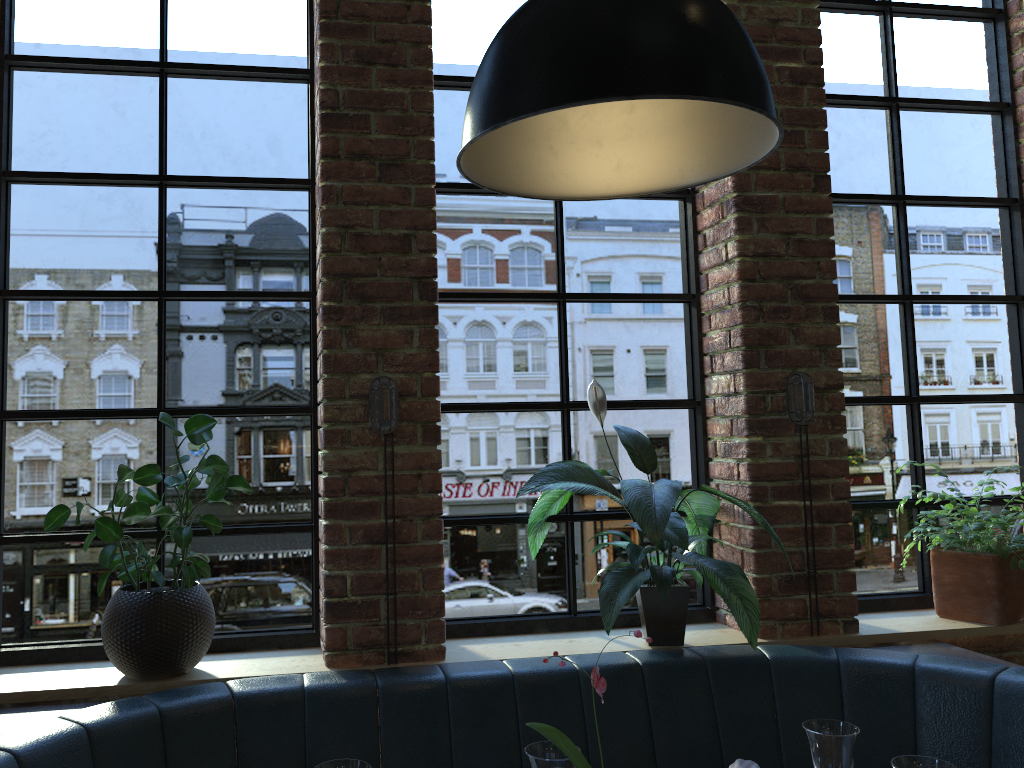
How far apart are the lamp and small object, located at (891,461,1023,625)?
1.65m

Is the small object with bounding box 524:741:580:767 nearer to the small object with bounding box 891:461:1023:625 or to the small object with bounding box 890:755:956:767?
the small object with bounding box 890:755:956:767

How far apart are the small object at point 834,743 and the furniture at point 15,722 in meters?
0.6

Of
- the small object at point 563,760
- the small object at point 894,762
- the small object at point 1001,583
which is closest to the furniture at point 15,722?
the small object at point 1001,583

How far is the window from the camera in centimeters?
243cm

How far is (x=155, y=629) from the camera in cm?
210

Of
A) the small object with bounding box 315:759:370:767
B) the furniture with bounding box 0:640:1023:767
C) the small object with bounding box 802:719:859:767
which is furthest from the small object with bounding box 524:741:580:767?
the furniture with bounding box 0:640:1023:767

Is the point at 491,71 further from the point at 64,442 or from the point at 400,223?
the point at 64,442

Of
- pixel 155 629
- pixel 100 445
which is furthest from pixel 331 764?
pixel 100 445

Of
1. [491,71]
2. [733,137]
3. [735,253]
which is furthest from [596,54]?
[735,253]
